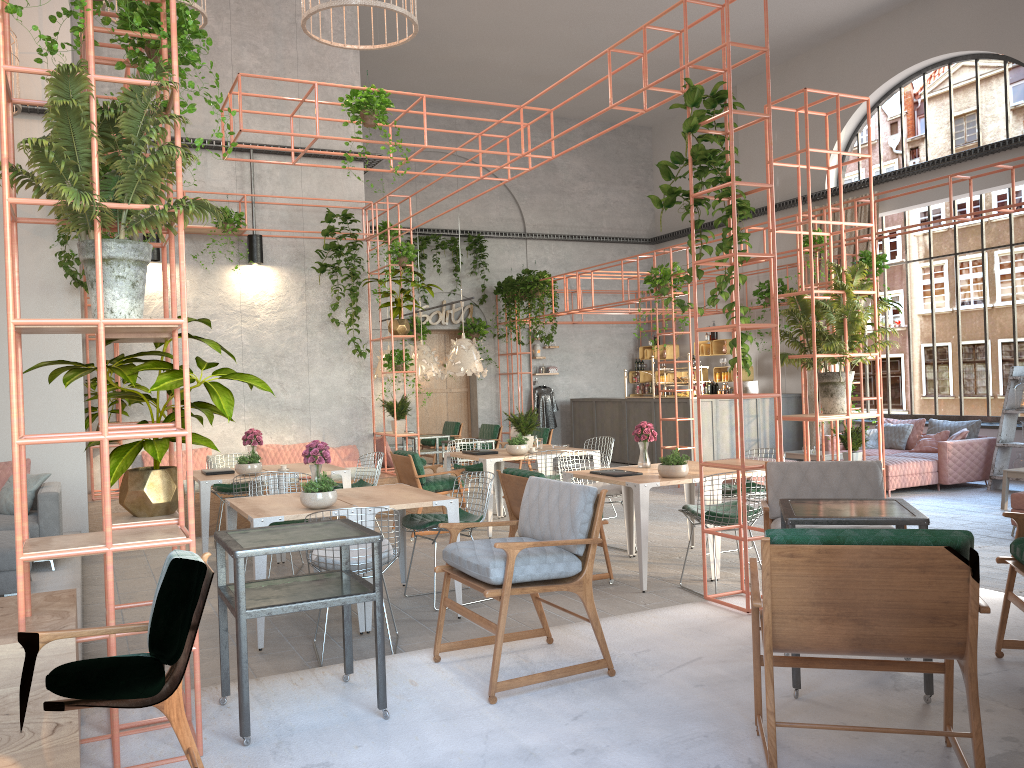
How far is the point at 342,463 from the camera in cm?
1147

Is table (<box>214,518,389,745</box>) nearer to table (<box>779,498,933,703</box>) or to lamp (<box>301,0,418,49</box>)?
table (<box>779,498,933,703</box>)

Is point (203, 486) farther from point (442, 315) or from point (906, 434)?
point (442, 315)

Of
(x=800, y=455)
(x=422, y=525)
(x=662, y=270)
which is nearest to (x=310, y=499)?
(x=422, y=525)

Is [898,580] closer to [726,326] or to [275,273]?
[726,326]

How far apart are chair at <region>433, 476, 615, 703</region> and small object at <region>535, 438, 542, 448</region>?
5.5 meters

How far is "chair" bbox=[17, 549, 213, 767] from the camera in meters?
2.8 m

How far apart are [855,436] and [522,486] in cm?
490

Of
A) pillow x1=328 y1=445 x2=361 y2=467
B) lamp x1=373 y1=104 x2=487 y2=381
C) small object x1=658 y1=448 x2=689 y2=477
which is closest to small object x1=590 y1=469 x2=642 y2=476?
small object x1=658 y1=448 x2=689 y2=477

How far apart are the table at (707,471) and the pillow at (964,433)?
5.6 meters
